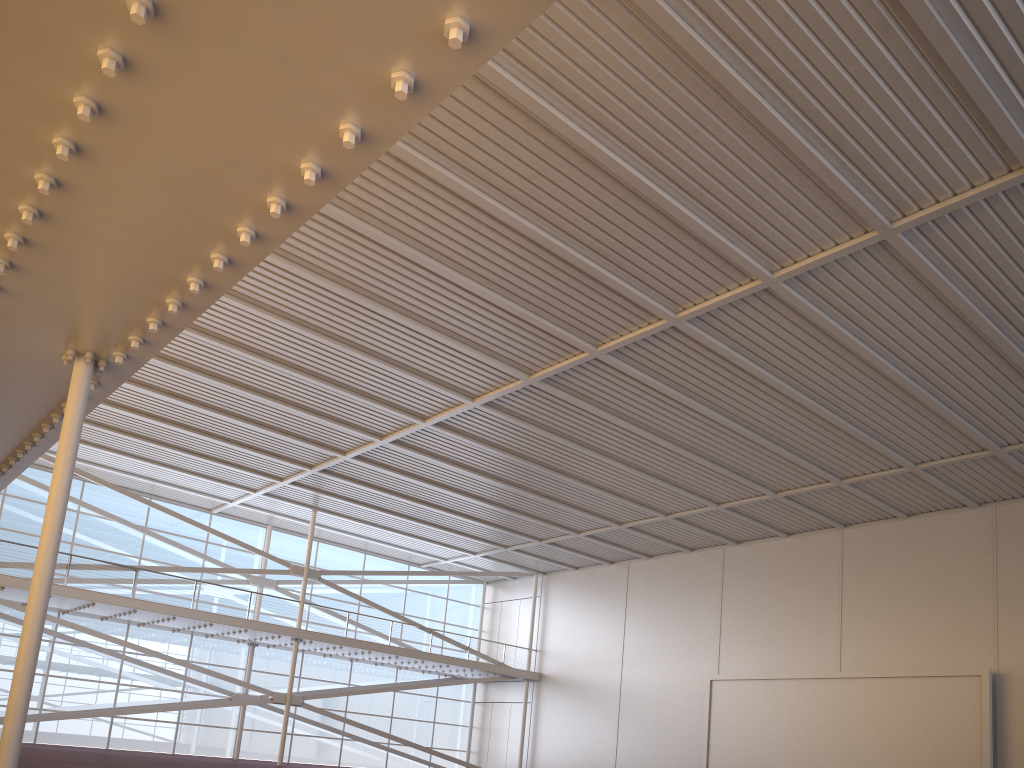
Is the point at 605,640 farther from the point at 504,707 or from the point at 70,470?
the point at 70,470
